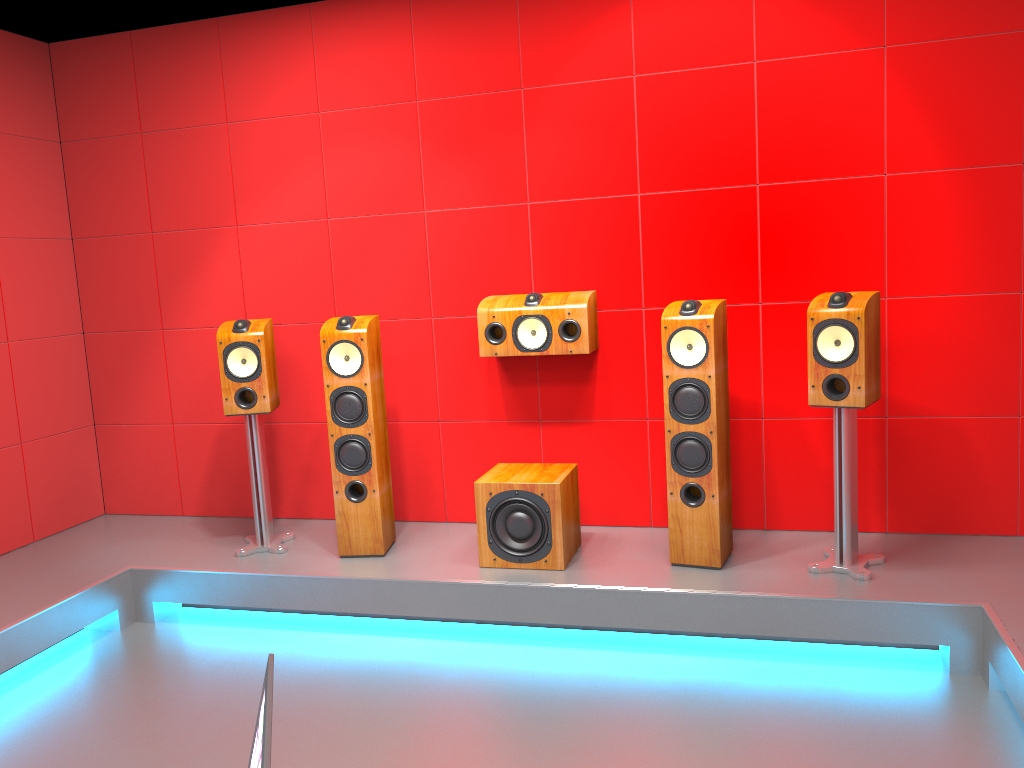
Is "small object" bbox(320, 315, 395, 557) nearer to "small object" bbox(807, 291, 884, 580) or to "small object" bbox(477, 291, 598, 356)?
"small object" bbox(477, 291, 598, 356)

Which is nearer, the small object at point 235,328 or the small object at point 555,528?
the small object at point 555,528

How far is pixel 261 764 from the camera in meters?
0.9 m

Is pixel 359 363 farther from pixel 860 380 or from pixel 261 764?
pixel 261 764

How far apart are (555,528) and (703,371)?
0.9 meters

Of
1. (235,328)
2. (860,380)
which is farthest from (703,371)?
(235,328)

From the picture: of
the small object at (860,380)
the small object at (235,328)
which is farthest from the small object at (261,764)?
the small object at (235,328)

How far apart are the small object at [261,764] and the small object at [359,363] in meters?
2.7

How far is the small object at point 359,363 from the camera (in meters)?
3.75

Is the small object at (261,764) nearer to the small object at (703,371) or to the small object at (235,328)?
the small object at (703,371)
